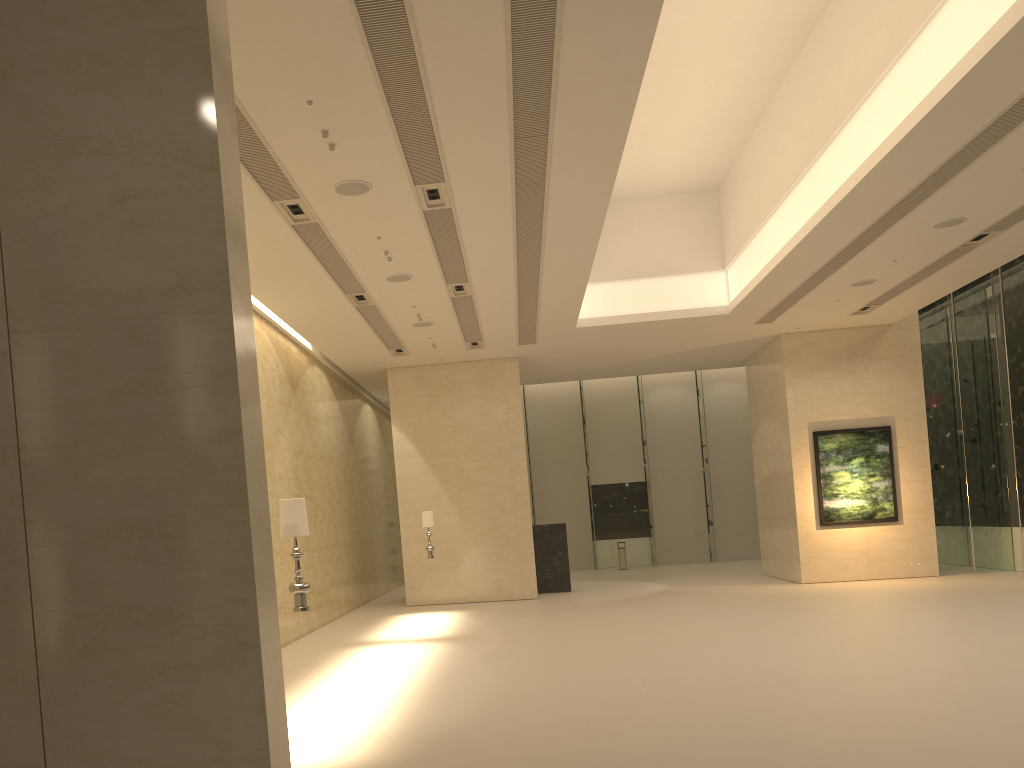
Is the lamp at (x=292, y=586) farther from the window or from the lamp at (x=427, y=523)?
the window

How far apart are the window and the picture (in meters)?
1.94

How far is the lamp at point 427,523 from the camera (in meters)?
18.71

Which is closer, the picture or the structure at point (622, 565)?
the picture

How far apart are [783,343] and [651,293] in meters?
4.5

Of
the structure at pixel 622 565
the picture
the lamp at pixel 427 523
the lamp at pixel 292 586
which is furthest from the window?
the lamp at pixel 292 586

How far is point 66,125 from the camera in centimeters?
503cm

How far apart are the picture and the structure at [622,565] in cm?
1023

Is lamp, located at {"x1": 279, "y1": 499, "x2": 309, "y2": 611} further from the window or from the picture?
the window

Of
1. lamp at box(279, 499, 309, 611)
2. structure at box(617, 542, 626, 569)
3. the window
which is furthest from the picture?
lamp at box(279, 499, 309, 611)
